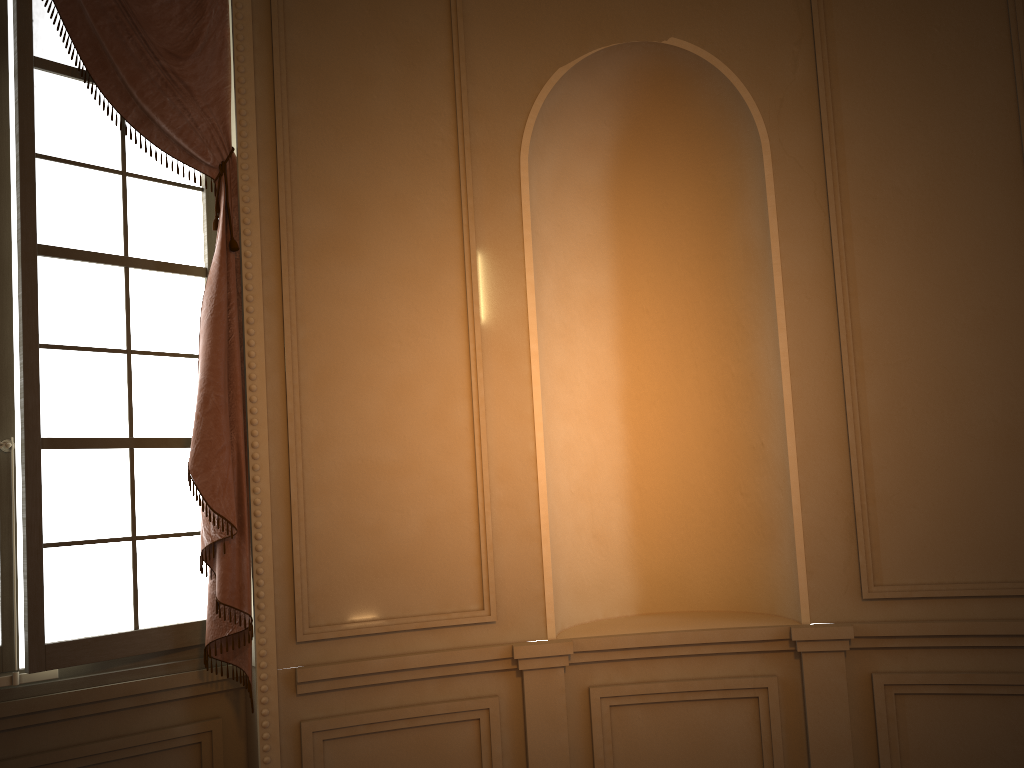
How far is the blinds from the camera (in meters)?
2.88

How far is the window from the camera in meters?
2.8 m

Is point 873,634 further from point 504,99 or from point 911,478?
point 504,99

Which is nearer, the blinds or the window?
the window

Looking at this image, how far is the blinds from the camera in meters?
2.9 m

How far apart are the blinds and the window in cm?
9

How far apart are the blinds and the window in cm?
9

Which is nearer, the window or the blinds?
the window
